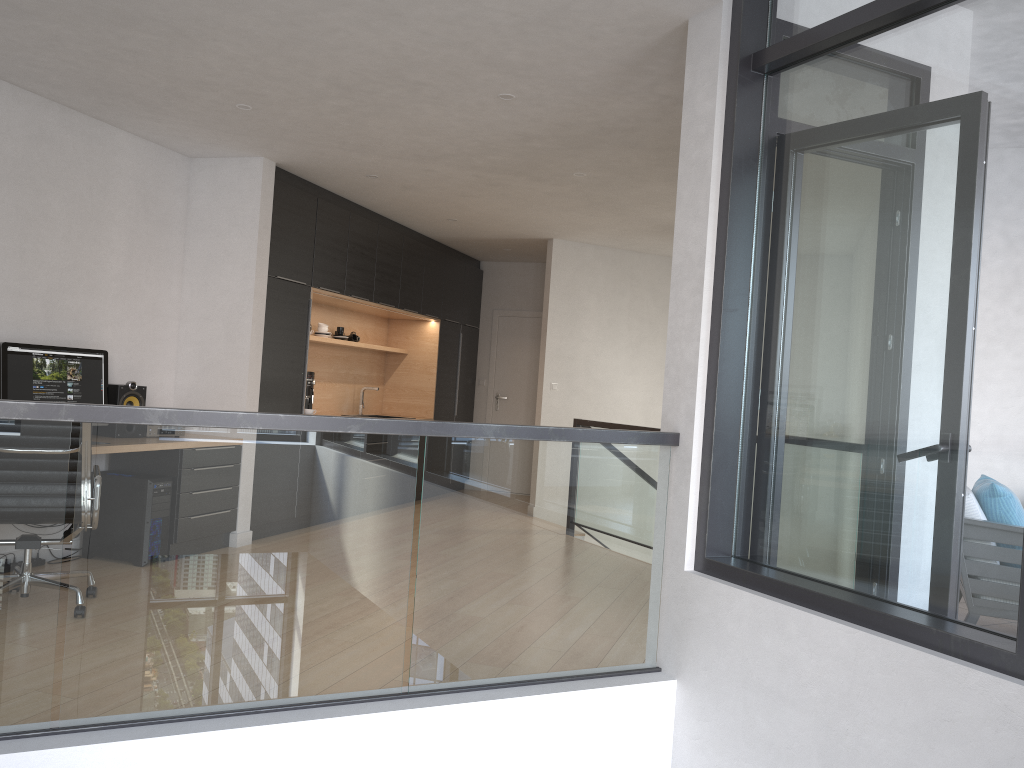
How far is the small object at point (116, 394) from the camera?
5.5m

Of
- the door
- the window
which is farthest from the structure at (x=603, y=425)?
the window

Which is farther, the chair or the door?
the door

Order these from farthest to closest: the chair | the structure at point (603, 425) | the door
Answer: the door → the structure at point (603, 425) → the chair

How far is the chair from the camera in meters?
4.2 m

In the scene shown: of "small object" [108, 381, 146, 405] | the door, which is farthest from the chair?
the door

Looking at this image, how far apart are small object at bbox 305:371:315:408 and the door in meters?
3.5

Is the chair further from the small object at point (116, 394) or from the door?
the door

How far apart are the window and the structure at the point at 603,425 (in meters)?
3.89

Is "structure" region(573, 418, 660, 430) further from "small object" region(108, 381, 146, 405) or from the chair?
the chair
